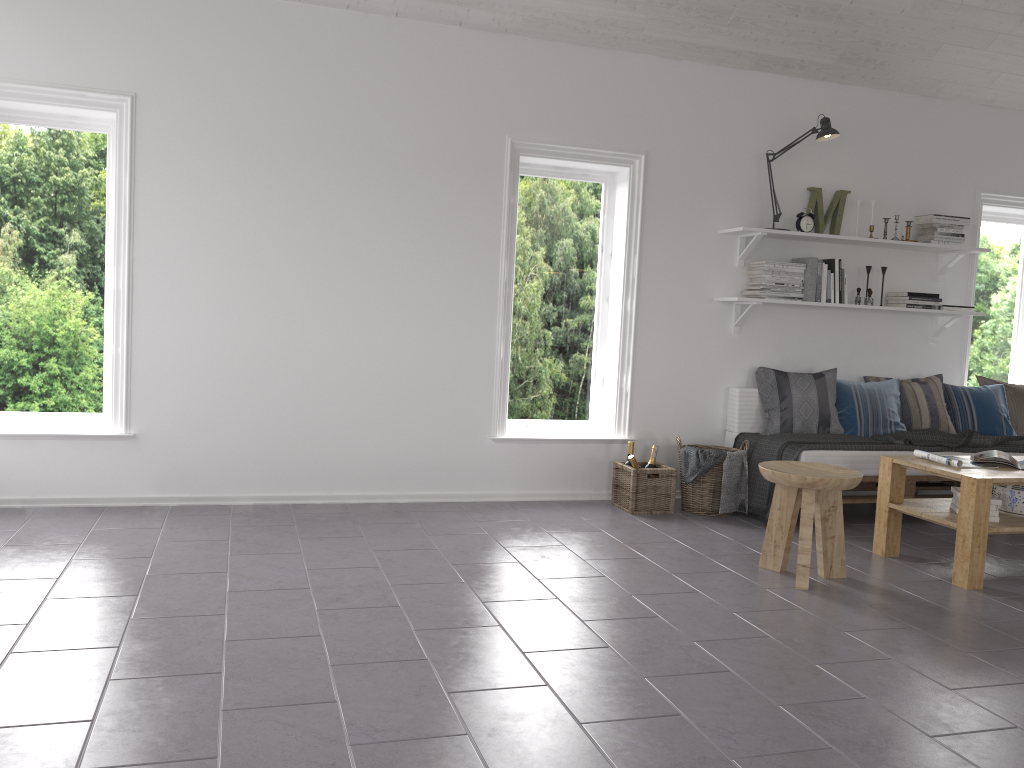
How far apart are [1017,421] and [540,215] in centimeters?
339cm

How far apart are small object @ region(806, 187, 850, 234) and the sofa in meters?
1.1

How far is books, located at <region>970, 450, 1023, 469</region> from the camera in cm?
414

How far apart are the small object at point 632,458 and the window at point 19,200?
2.86m

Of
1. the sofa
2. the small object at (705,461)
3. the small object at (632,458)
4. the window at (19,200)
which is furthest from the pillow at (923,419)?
the window at (19,200)

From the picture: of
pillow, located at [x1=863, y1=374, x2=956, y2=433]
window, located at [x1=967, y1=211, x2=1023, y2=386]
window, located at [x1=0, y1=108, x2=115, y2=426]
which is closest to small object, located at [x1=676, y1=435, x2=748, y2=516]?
Result: pillow, located at [x1=863, y1=374, x2=956, y2=433]

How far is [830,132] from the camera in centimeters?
518cm

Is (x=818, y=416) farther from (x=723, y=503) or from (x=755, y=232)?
(x=755, y=232)

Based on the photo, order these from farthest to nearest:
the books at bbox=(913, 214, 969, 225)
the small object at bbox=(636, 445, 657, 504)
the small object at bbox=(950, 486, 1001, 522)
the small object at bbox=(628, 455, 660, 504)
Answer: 1. the books at bbox=(913, 214, 969, 225)
2. the small object at bbox=(636, 445, 657, 504)
3. the small object at bbox=(628, 455, 660, 504)
4. the small object at bbox=(950, 486, 1001, 522)

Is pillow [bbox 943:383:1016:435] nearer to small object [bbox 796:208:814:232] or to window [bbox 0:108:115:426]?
small object [bbox 796:208:814:232]
